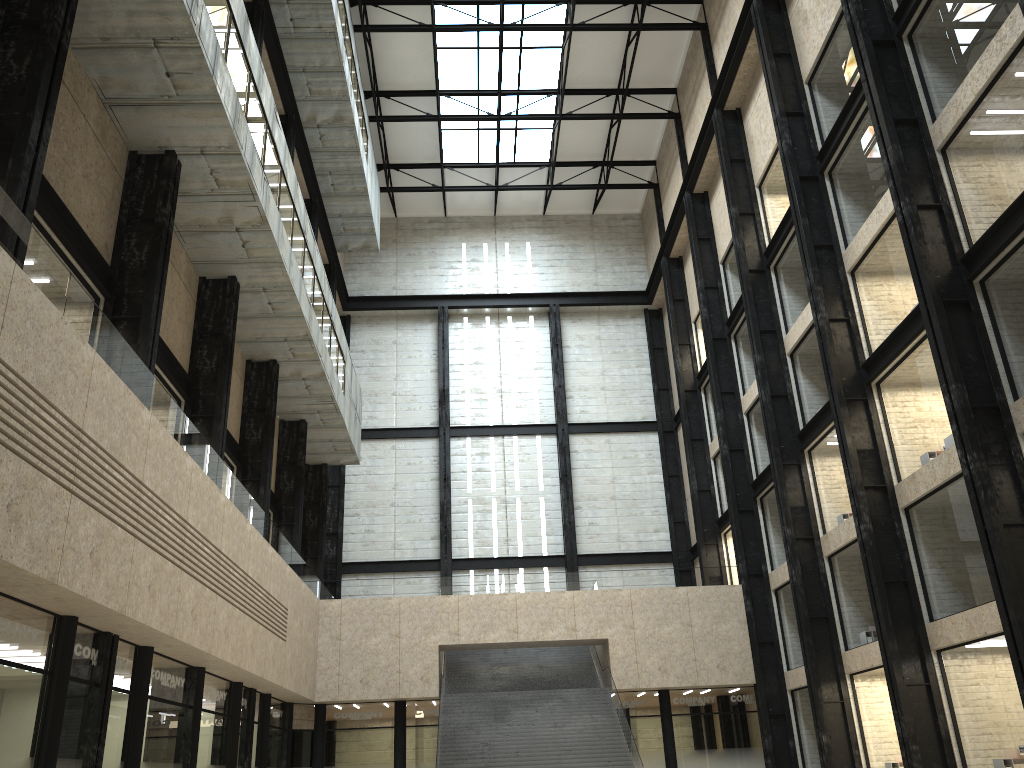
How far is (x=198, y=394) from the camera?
38.32m

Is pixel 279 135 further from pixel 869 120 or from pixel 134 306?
pixel 869 120
